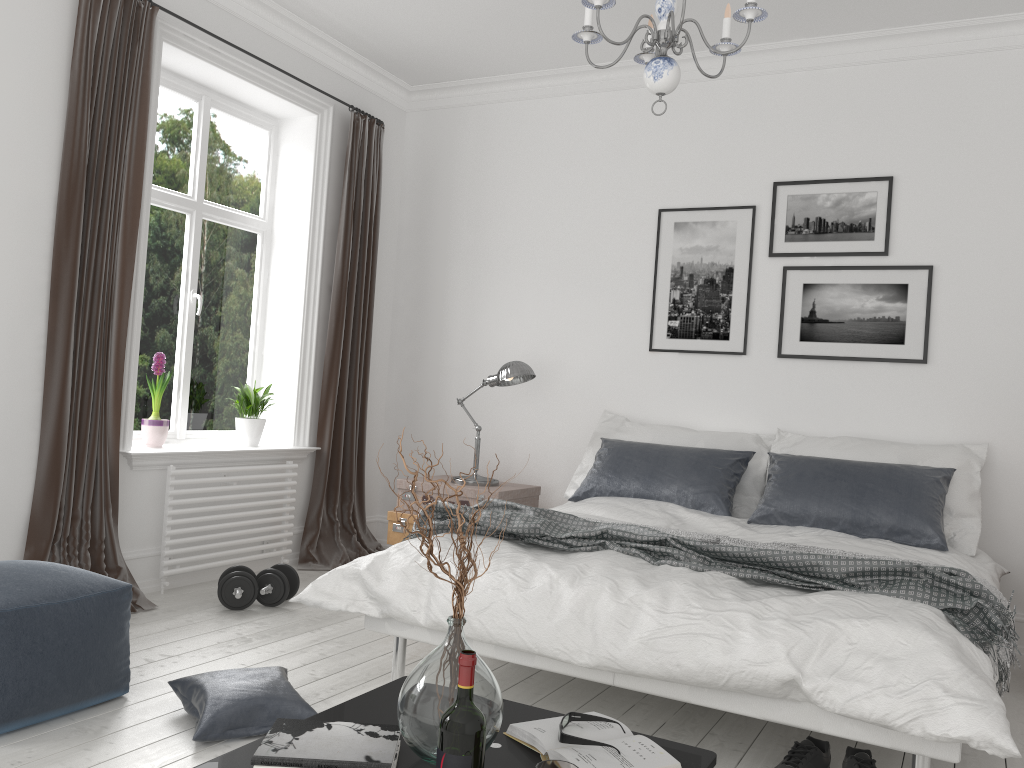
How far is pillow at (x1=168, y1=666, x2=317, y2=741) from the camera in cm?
254

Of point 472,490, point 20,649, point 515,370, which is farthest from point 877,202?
point 20,649

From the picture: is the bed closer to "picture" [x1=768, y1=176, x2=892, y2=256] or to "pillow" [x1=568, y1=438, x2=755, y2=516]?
"pillow" [x1=568, y1=438, x2=755, y2=516]

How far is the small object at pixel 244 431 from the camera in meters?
4.9

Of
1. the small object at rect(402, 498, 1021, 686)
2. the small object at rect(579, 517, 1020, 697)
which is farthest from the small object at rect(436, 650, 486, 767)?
the small object at rect(579, 517, 1020, 697)

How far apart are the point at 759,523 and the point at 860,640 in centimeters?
167cm

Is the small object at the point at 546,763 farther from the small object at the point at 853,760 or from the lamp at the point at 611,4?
the lamp at the point at 611,4

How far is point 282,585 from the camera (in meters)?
4.10

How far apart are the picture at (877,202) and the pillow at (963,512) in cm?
95

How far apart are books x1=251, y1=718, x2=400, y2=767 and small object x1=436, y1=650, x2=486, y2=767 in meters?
0.2
